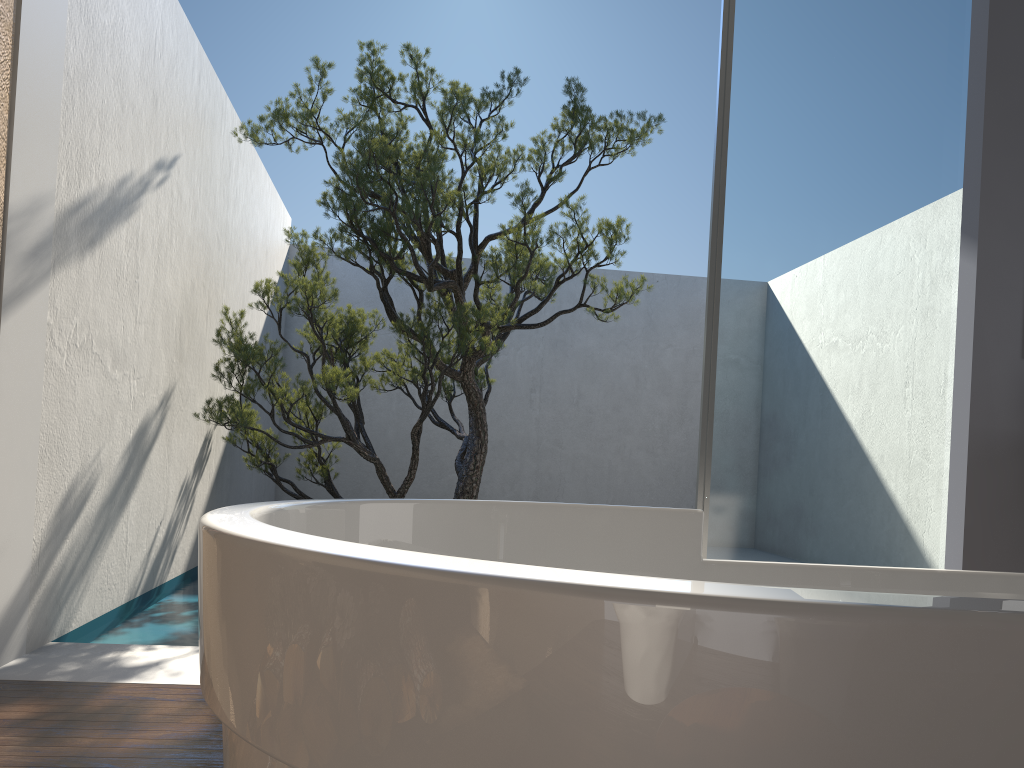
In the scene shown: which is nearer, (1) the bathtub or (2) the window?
(1) the bathtub

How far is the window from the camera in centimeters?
303cm

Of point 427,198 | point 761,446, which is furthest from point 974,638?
point 427,198

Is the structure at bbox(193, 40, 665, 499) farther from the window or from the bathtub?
the bathtub

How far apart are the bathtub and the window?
1.7m

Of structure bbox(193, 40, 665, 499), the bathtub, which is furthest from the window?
structure bbox(193, 40, 665, 499)

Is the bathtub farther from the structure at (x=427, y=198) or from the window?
the structure at (x=427, y=198)

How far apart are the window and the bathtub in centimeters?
166cm

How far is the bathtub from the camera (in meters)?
0.41

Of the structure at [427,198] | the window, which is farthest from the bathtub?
the structure at [427,198]
